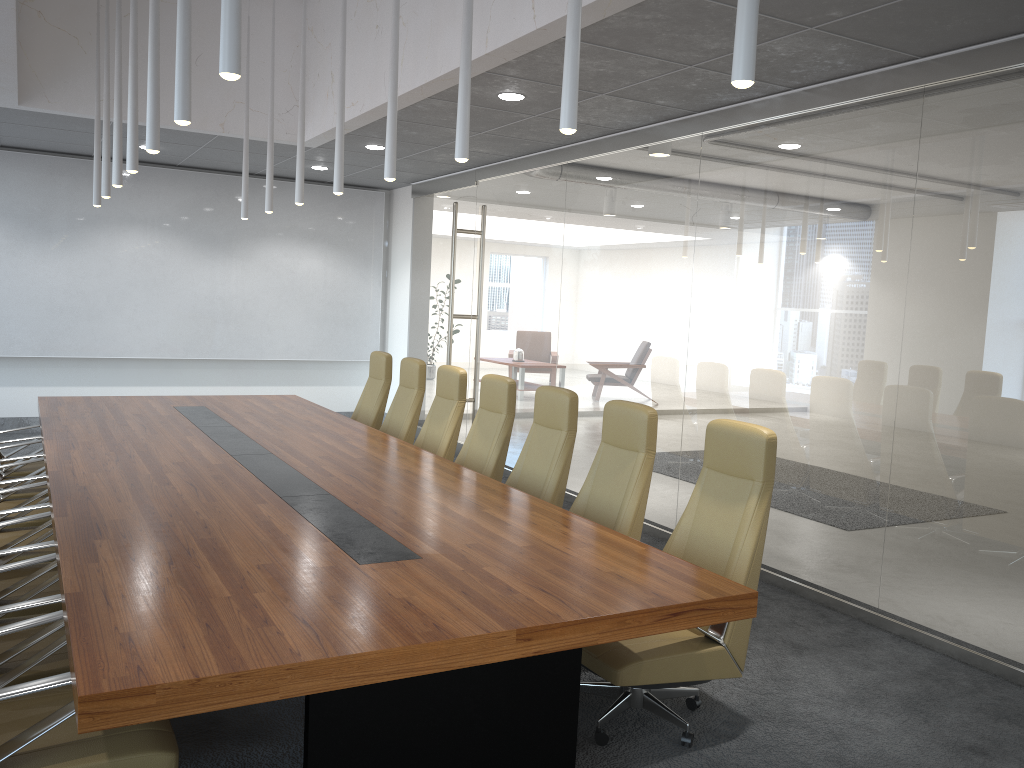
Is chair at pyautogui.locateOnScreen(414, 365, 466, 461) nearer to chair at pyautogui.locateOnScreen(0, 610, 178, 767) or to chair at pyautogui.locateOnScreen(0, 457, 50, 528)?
chair at pyautogui.locateOnScreen(0, 457, 50, 528)

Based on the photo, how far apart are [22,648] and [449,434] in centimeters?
384cm

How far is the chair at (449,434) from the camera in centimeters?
688cm

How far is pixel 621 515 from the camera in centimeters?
481cm

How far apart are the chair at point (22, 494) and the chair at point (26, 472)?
0.3 meters

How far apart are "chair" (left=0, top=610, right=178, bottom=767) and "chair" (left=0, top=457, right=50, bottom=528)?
2.58m

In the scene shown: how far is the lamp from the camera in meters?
2.7 m

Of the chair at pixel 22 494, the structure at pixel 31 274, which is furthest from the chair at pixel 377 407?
the structure at pixel 31 274

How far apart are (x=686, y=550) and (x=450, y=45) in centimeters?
379cm

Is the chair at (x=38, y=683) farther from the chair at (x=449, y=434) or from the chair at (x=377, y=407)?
the chair at (x=377, y=407)
